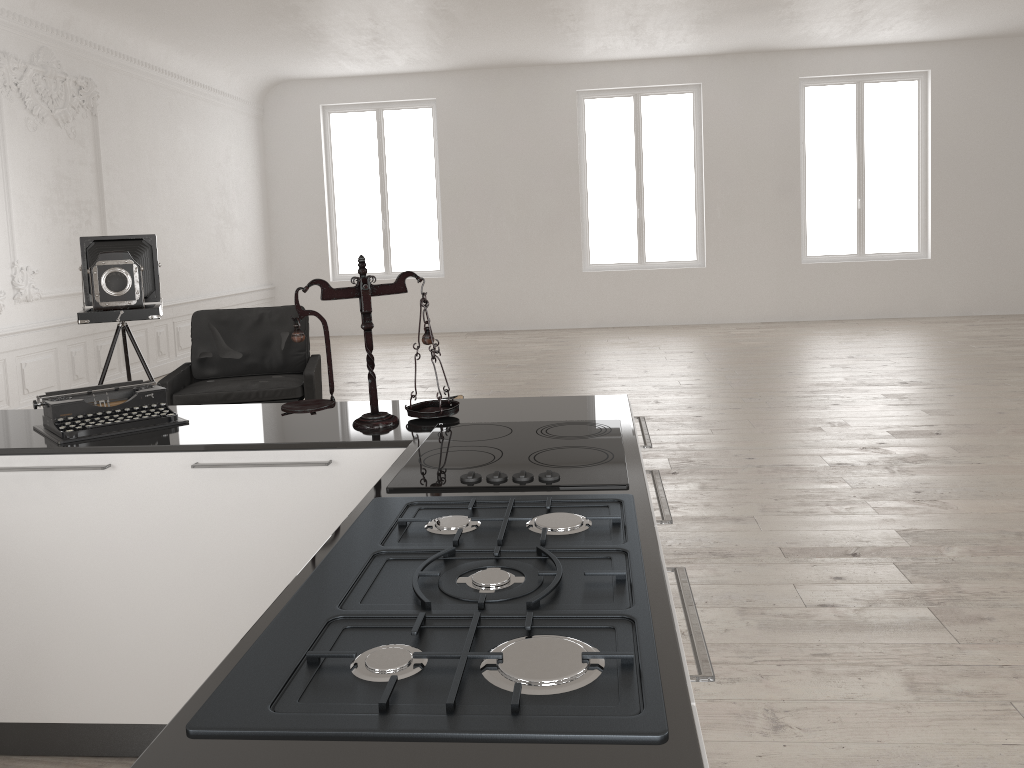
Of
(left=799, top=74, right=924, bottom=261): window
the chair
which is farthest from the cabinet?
(left=799, top=74, right=924, bottom=261): window

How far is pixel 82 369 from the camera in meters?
8.4 m

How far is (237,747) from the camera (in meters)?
0.95

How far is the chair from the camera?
5.6m

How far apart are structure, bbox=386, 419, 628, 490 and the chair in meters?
3.4 m

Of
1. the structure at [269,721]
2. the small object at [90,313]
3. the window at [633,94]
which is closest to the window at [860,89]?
A: the window at [633,94]

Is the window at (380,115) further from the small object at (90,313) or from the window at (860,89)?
the small object at (90,313)

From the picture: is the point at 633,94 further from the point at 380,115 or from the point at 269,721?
the point at 269,721

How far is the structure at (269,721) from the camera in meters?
→ 1.0

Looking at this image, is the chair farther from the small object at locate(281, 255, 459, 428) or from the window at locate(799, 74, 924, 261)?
the window at locate(799, 74, 924, 261)
